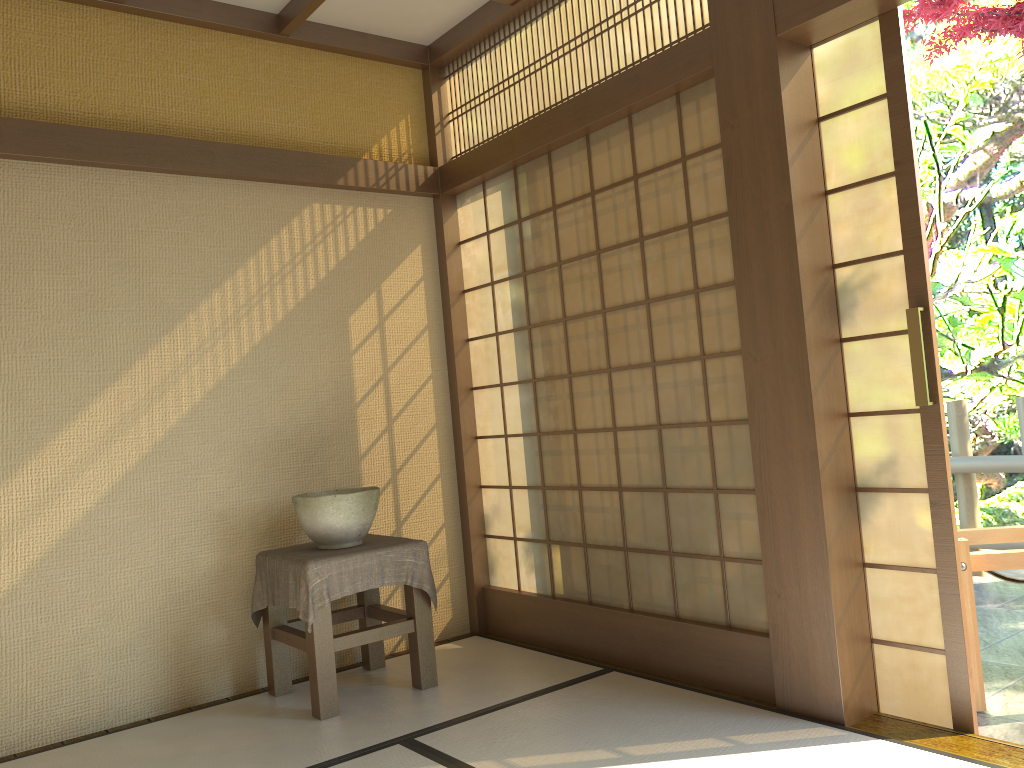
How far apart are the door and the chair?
0.42m

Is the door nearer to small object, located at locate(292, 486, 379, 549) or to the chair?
the chair

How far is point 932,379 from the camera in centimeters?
272cm

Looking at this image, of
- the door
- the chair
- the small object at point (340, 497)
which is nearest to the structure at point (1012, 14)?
the door

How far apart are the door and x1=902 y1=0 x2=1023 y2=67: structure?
3.2m

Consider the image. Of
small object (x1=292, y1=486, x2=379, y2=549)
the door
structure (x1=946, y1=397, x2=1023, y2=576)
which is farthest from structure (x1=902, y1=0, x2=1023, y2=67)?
small object (x1=292, y1=486, x2=379, y2=549)

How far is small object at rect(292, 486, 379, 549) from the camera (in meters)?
3.51

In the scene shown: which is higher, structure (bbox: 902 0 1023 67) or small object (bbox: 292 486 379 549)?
structure (bbox: 902 0 1023 67)

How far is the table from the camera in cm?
332

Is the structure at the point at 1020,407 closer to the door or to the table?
the door
